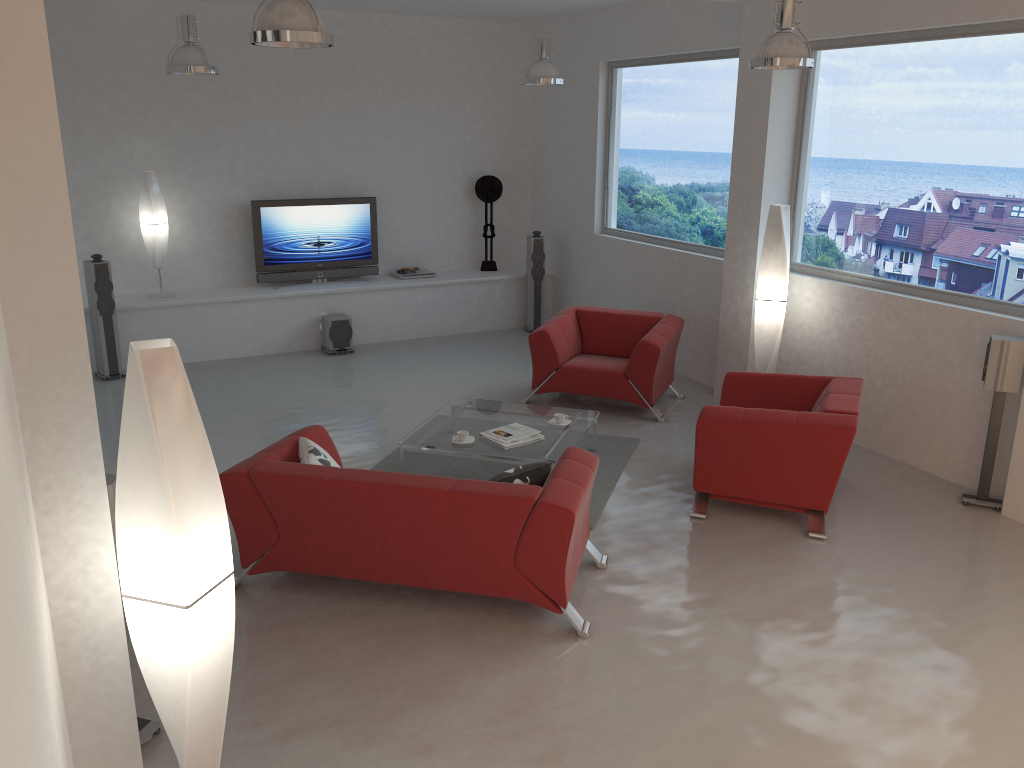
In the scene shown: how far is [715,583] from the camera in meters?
4.8

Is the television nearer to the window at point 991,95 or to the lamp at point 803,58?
the window at point 991,95

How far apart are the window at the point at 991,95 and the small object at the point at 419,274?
4.4m

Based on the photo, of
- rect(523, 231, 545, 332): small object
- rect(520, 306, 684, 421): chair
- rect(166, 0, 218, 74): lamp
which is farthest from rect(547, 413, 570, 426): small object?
rect(523, 231, 545, 332): small object

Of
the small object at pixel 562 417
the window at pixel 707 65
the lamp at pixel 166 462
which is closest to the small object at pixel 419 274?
the window at pixel 707 65

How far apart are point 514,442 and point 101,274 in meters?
4.6 m

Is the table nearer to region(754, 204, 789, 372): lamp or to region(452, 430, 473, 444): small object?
region(452, 430, 473, 444): small object

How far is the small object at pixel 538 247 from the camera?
10.17m

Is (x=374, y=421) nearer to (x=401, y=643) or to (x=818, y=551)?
(x=401, y=643)

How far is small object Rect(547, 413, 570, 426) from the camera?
6.3m
